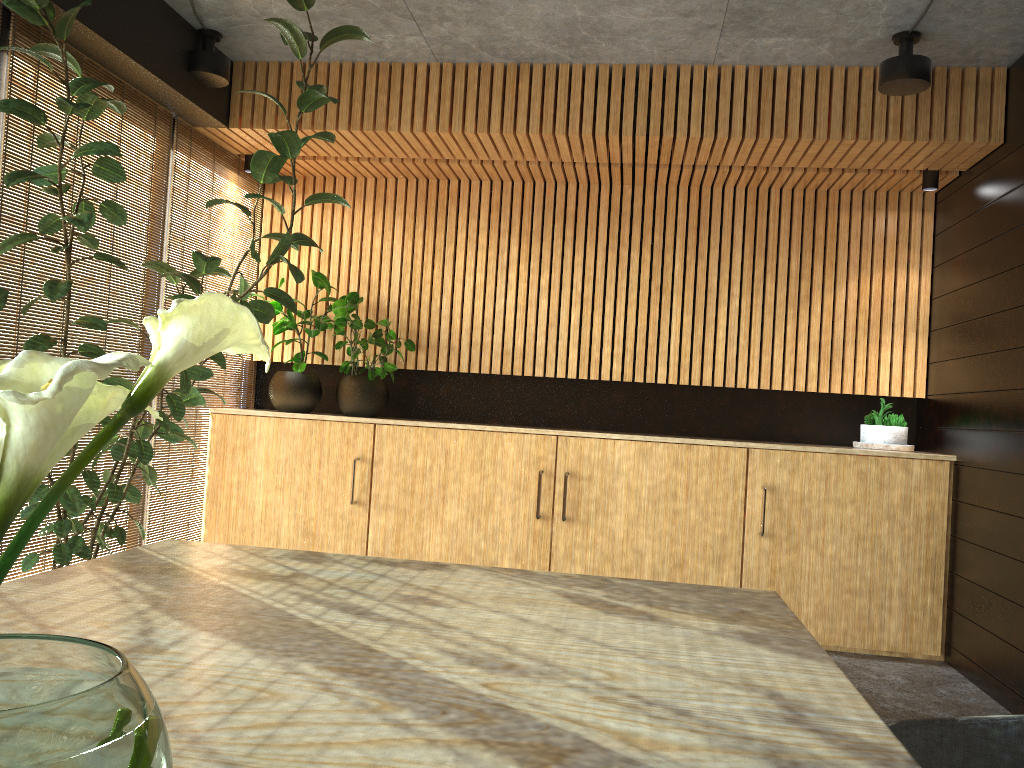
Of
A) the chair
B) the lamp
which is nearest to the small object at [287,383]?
the lamp

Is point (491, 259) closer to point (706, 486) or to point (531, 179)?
point (531, 179)

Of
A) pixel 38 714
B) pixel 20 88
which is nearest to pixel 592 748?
pixel 38 714

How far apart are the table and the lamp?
3.3m

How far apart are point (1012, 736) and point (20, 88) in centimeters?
452cm

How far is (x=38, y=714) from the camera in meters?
0.6 m

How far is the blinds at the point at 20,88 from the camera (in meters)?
4.11

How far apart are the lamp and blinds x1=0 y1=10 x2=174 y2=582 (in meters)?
0.31

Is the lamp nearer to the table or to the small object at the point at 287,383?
the small object at the point at 287,383

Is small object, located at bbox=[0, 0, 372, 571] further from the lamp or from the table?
the table
